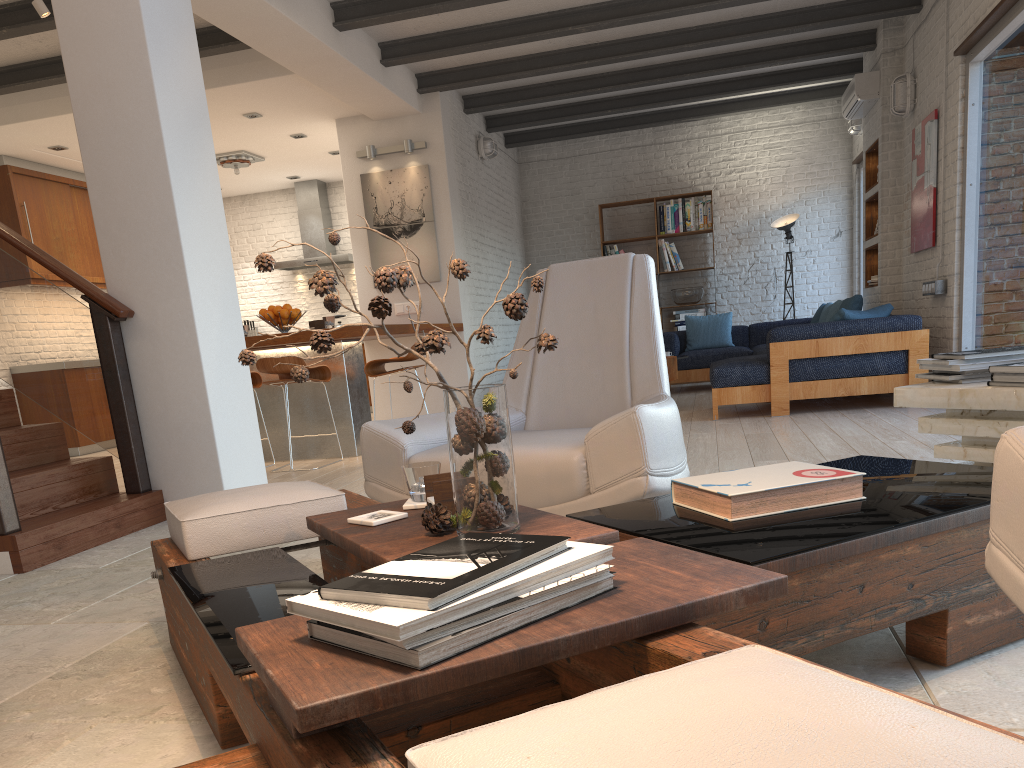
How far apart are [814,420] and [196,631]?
5.14m

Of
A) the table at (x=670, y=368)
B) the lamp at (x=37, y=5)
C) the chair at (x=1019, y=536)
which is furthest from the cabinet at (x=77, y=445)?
the chair at (x=1019, y=536)

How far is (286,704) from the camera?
0.9m

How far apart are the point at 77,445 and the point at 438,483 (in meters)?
8.02

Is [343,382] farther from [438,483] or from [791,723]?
[791,723]

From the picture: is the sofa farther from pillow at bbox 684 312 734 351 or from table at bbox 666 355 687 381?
table at bbox 666 355 687 381

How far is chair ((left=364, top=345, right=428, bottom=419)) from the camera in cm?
638

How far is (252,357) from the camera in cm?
154

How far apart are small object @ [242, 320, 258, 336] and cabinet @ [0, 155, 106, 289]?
2.33m

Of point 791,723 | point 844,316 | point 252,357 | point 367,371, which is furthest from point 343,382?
point 791,723
